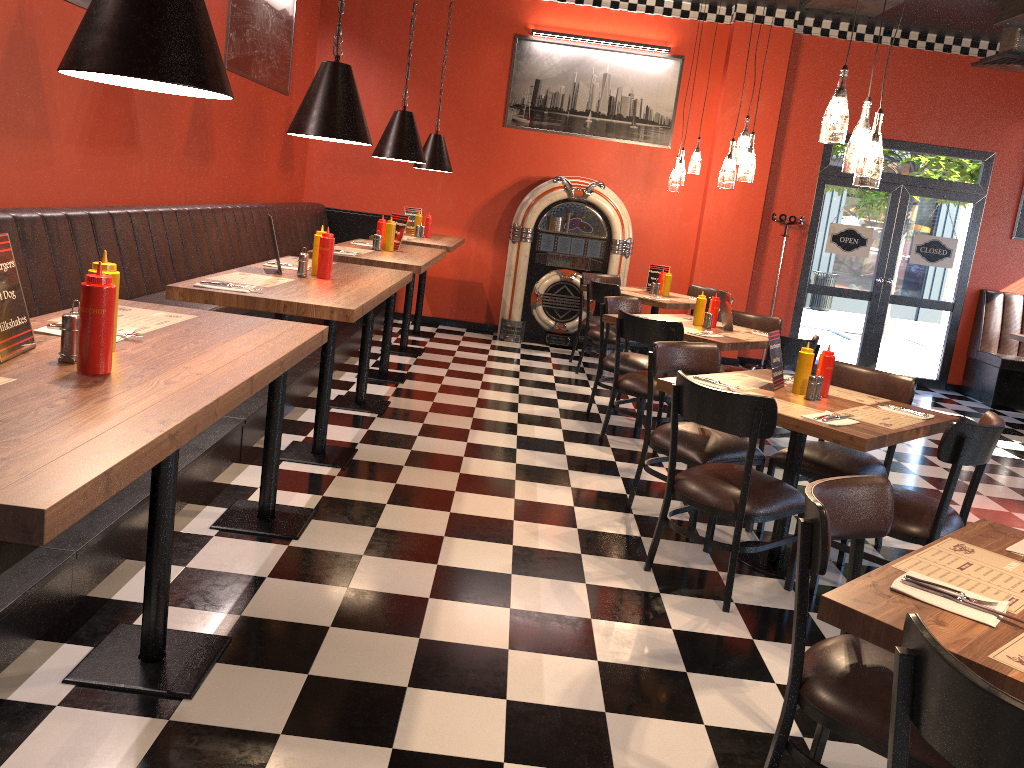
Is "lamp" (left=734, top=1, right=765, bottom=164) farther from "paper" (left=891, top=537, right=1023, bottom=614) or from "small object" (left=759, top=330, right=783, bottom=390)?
"paper" (left=891, top=537, right=1023, bottom=614)

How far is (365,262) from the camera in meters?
5.3

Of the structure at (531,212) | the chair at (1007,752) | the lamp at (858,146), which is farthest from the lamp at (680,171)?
the chair at (1007,752)

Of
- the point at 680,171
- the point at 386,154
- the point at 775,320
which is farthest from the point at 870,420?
the point at 680,171

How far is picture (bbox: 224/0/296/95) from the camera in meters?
6.7 m

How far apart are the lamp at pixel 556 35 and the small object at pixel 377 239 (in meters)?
4.09

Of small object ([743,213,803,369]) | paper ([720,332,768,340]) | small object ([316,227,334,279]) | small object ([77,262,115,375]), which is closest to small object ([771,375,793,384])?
paper ([720,332,768,340])

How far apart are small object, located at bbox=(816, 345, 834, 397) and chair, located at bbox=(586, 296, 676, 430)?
2.2m

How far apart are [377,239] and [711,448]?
2.91m

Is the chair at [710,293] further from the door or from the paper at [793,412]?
the paper at [793,412]
